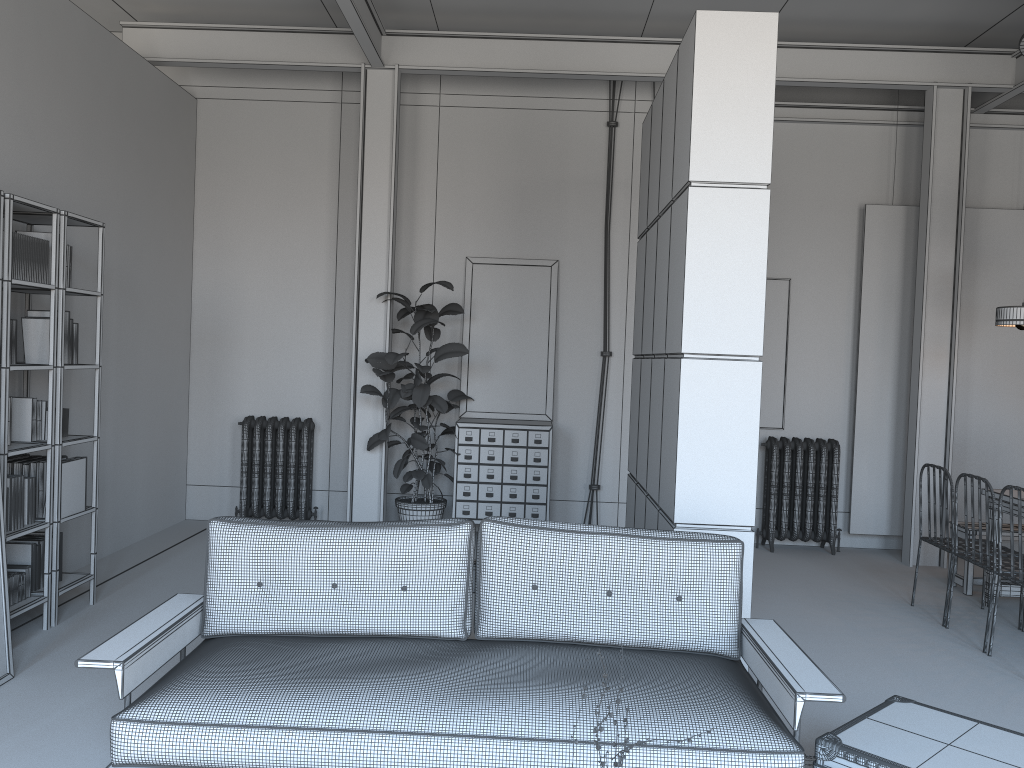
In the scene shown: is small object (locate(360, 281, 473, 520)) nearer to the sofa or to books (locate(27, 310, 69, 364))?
books (locate(27, 310, 69, 364))

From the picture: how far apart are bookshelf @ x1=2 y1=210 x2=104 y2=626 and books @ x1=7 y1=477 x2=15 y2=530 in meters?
0.3

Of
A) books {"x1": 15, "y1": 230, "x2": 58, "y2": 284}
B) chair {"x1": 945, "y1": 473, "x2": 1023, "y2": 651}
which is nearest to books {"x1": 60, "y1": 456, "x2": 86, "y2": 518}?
books {"x1": 15, "y1": 230, "x2": 58, "y2": 284}

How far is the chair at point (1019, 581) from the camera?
4.75m

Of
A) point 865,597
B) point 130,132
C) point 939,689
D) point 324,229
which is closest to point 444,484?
point 324,229

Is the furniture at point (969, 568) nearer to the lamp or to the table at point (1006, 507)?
the table at point (1006, 507)

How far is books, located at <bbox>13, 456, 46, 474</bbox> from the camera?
4.9m

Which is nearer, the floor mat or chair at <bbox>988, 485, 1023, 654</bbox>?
the floor mat

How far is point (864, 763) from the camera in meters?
2.9 m

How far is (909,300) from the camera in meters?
7.6 m
